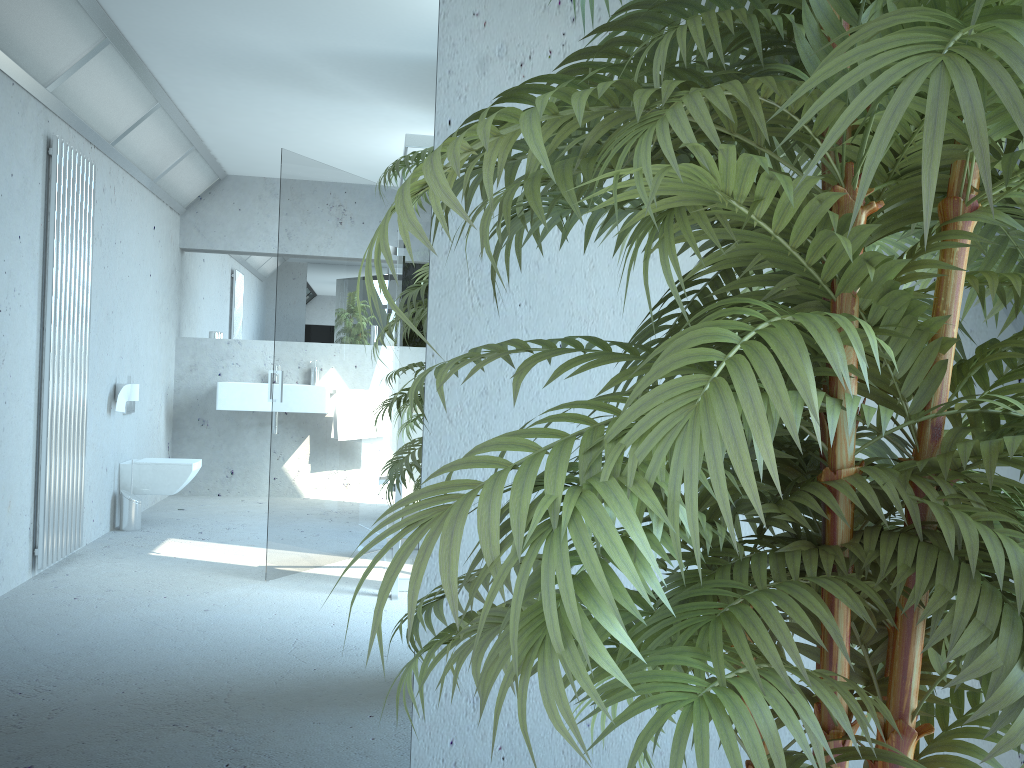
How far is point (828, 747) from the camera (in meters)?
0.61

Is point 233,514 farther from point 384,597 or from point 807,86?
point 807,86

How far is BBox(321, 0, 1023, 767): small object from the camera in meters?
0.6

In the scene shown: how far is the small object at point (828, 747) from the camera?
0.61m

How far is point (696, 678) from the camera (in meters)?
0.68
